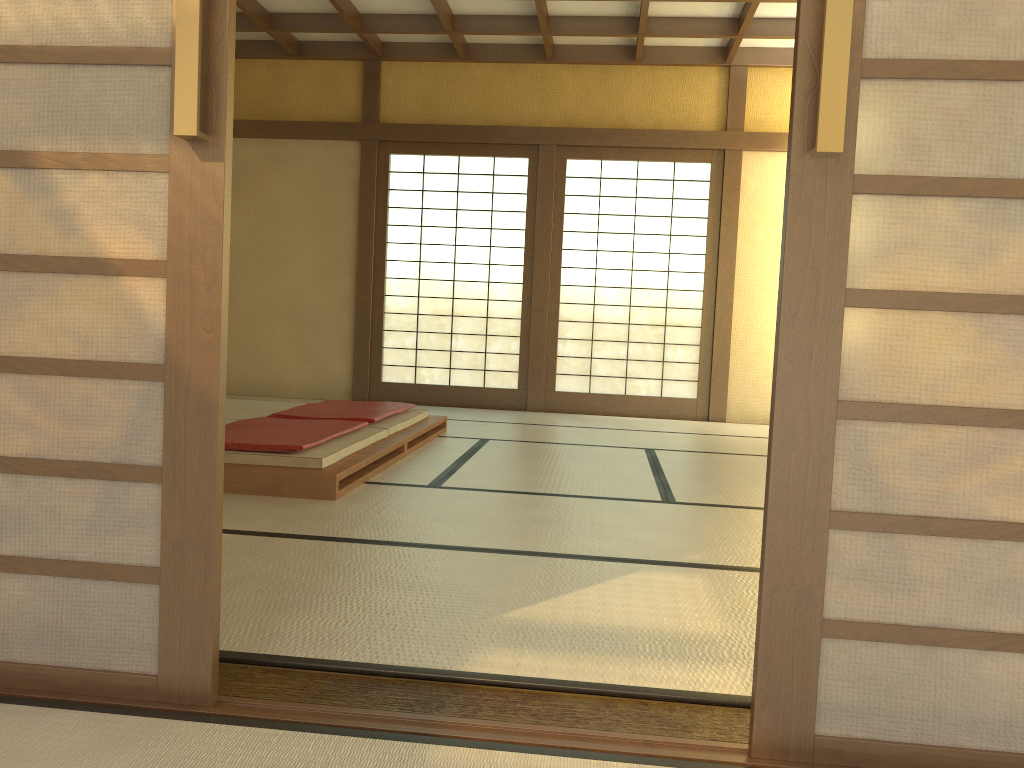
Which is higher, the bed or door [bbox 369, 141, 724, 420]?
door [bbox 369, 141, 724, 420]

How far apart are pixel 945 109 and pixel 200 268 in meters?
1.2

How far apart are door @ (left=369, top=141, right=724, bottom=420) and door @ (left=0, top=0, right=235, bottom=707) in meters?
6.0

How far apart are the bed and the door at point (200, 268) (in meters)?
1.80

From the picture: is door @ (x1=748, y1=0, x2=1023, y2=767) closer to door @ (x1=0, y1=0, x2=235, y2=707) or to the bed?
door @ (x1=0, y1=0, x2=235, y2=707)

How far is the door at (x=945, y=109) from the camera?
1.4 meters

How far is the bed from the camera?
3.4 meters

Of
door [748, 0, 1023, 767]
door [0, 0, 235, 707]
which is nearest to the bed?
door [0, 0, 235, 707]

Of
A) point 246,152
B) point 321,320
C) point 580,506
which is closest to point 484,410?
point 321,320

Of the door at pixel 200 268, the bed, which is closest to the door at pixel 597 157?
the bed
